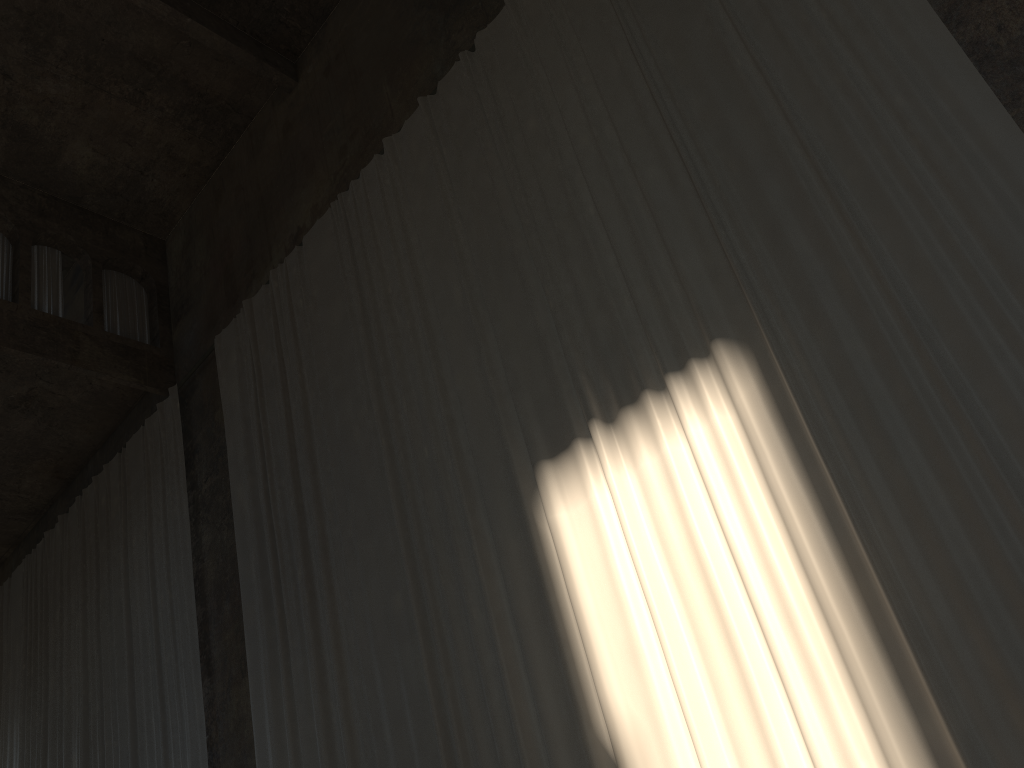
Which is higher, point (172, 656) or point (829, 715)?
point (172, 656)

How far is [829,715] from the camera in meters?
4.5 m

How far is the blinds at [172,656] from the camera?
9.71m

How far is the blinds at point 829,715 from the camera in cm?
452

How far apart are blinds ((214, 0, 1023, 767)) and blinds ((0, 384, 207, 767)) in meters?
1.1 m

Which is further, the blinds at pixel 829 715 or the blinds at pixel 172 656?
the blinds at pixel 172 656

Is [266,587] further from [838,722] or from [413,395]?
[838,722]

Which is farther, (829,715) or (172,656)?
(172,656)

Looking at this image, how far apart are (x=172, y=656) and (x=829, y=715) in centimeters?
759cm

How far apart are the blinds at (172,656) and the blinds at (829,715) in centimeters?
110cm
